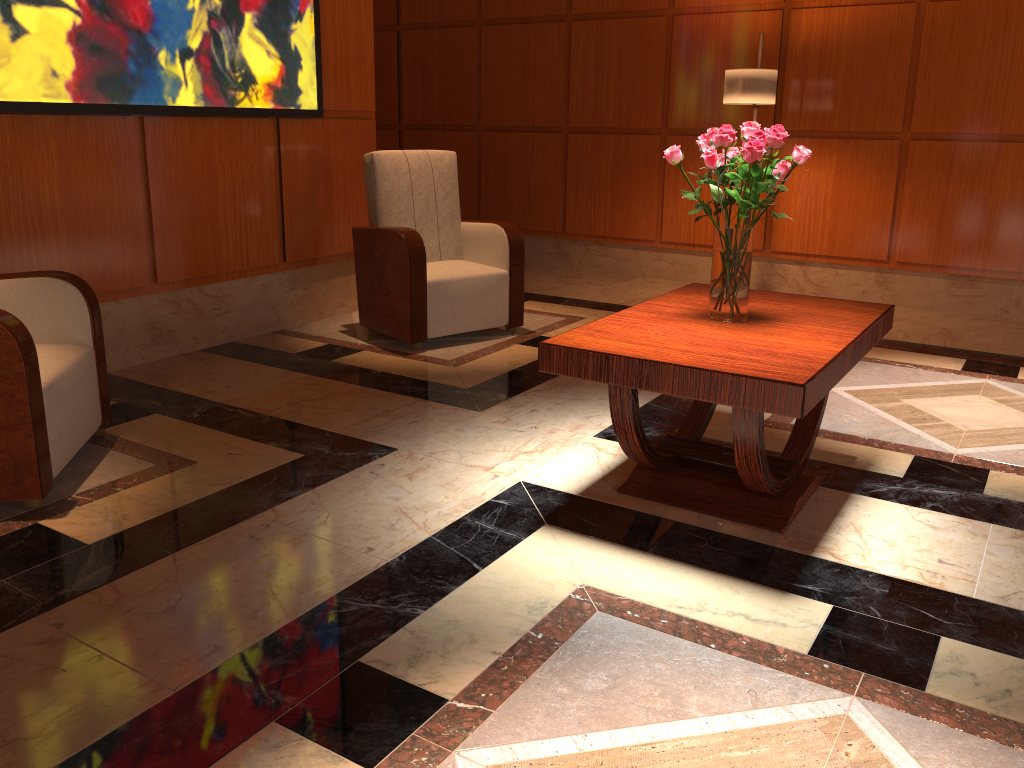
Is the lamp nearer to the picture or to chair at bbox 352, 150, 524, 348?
chair at bbox 352, 150, 524, 348

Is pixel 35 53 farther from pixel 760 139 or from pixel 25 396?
pixel 760 139

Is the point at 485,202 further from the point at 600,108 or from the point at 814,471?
the point at 814,471

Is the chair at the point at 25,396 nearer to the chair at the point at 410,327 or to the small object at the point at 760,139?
the chair at the point at 410,327

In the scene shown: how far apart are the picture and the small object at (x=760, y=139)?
2.42m

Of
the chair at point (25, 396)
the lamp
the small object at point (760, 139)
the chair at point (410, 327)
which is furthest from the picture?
the small object at point (760, 139)

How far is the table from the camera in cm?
219

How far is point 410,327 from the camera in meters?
4.4 m

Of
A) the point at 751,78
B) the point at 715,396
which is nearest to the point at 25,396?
the point at 715,396

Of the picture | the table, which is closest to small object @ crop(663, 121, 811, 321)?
the table
